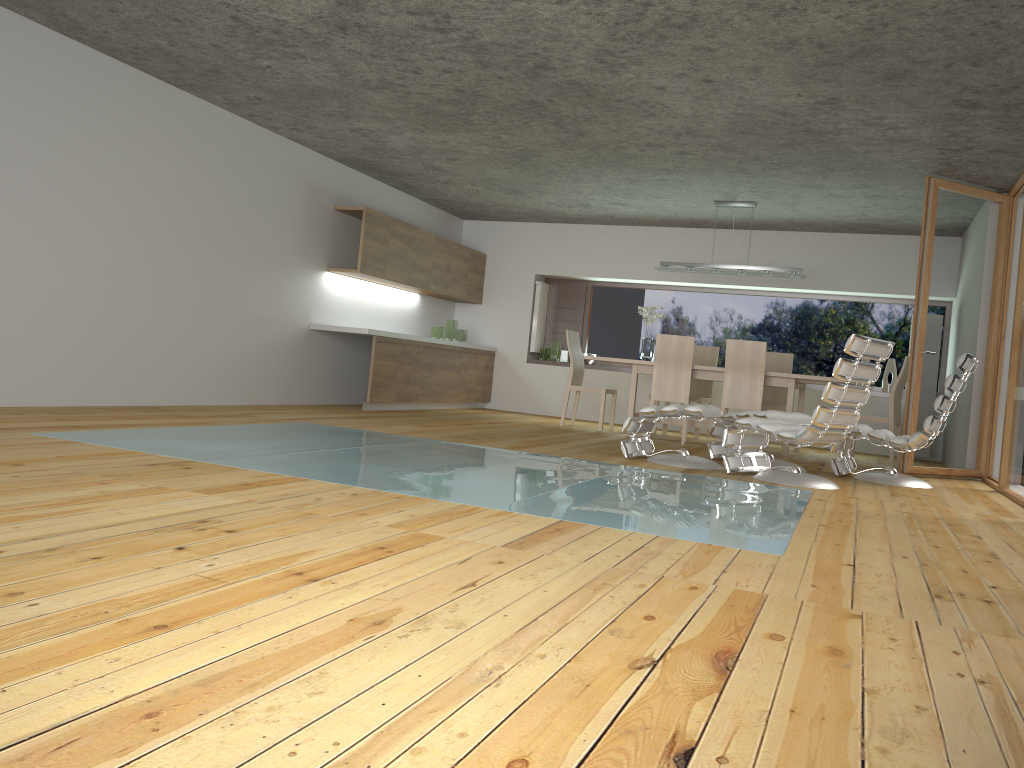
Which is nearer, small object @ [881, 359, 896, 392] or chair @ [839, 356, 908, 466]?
chair @ [839, 356, 908, 466]

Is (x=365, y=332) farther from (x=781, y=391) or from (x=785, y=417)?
(x=781, y=391)

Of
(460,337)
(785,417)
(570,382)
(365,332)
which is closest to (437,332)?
(460,337)

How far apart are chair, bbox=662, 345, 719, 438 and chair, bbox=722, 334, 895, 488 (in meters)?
3.27

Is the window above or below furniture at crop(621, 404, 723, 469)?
above

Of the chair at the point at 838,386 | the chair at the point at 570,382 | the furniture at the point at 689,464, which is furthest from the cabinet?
the chair at the point at 838,386

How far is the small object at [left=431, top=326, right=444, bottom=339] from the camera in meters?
10.5 m

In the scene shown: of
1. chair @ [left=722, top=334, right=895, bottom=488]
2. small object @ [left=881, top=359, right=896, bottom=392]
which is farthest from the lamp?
chair @ [left=722, top=334, right=895, bottom=488]

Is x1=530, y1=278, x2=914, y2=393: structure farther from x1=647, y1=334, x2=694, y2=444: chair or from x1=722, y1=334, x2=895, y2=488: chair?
x1=722, y1=334, x2=895, y2=488: chair

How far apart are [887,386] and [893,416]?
2.0m
